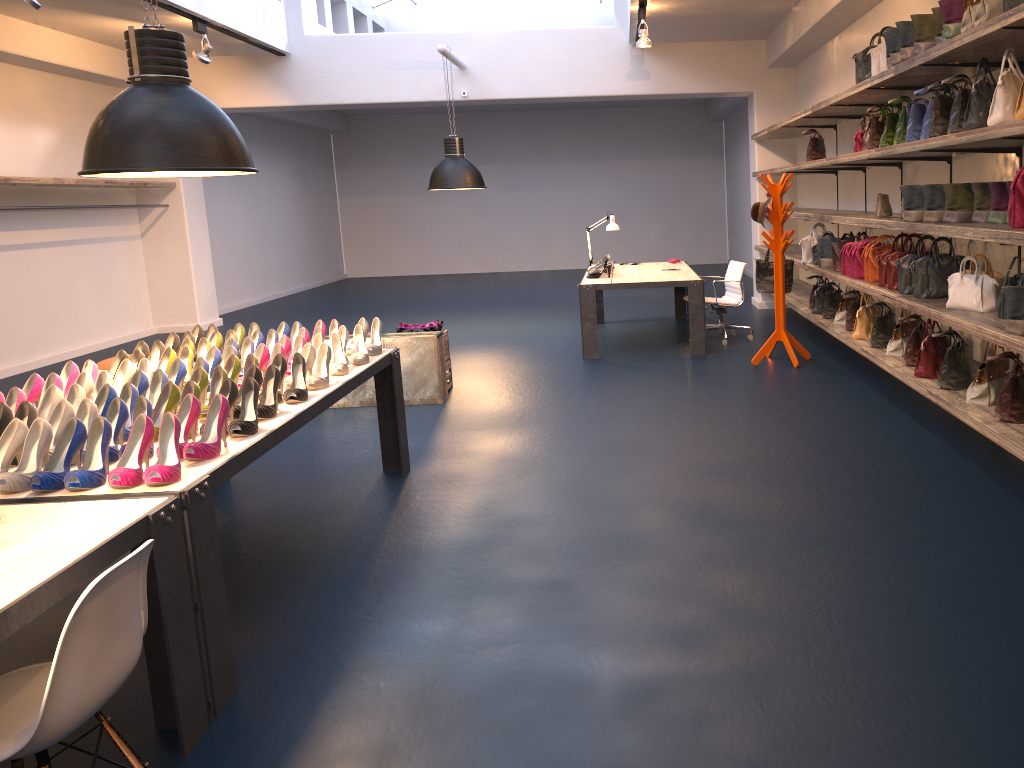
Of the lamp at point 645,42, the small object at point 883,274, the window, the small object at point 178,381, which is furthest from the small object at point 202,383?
the window

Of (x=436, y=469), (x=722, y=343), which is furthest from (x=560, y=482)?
(x=722, y=343)

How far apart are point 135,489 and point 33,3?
5.6 meters

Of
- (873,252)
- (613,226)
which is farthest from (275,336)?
(613,226)

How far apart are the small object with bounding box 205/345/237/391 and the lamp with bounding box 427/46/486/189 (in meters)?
6.16

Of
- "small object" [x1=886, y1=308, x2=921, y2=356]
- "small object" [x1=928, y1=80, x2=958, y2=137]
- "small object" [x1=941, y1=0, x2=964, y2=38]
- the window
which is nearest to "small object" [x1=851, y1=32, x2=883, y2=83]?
"small object" [x1=928, y1=80, x2=958, y2=137]

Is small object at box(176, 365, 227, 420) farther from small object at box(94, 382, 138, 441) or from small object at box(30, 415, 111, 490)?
small object at box(30, 415, 111, 490)

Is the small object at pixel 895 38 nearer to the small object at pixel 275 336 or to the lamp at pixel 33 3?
the small object at pixel 275 336

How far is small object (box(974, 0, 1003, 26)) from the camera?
3.8m

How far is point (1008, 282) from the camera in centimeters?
419cm
